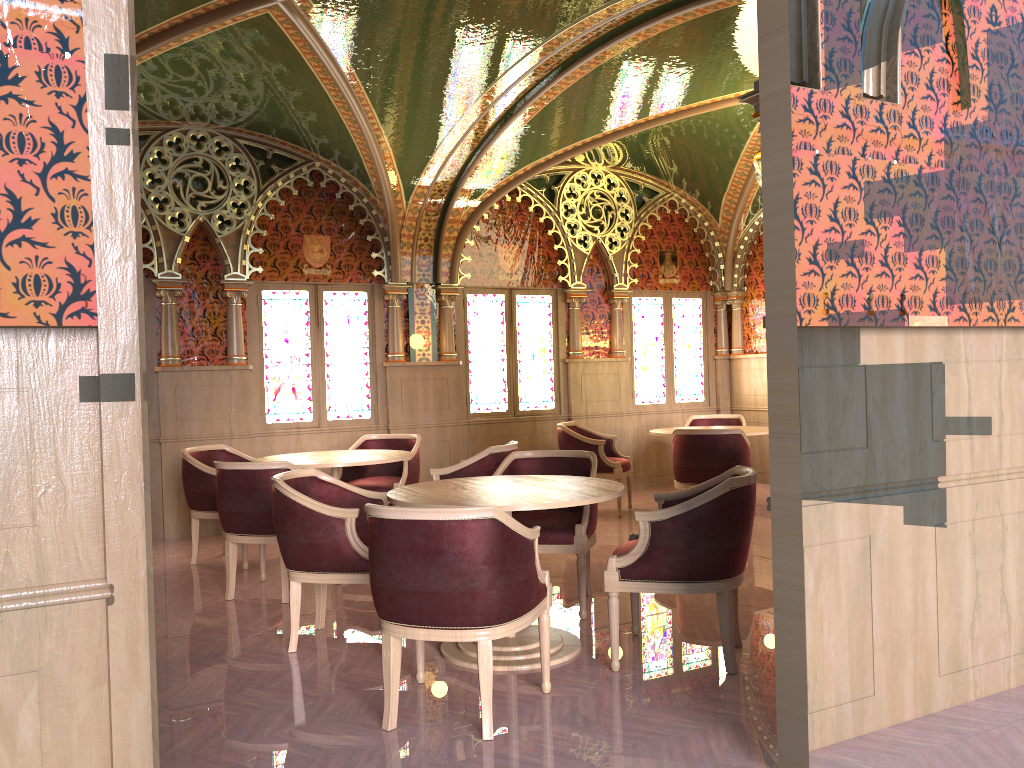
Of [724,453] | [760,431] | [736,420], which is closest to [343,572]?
[724,453]

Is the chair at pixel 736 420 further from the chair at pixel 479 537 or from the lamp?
the chair at pixel 479 537

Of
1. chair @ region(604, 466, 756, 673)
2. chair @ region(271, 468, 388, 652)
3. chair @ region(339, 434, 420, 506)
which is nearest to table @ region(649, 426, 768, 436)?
chair @ region(339, 434, 420, 506)

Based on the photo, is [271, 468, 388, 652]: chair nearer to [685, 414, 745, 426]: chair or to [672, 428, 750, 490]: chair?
[672, 428, 750, 490]: chair

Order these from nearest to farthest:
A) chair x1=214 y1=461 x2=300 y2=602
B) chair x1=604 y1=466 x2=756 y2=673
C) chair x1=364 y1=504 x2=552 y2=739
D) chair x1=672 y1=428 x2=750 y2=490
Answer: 1. chair x1=364 y1=504 x2=552 y2=739
2. chair x1=604 y1=466 x2=756 y2=673
3. chair x1=214 y1=461 x2=300 y2=602
4. chair x1=672 y1=428 x2=750 y2=490

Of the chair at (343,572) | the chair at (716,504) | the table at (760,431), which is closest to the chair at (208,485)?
the chair at (343,572)

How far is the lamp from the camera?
6.9m

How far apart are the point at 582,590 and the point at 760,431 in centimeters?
353cm

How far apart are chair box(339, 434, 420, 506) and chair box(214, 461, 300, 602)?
1.2m

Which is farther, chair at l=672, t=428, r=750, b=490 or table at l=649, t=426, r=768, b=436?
table at l=649, t=426, r=768, b=436
